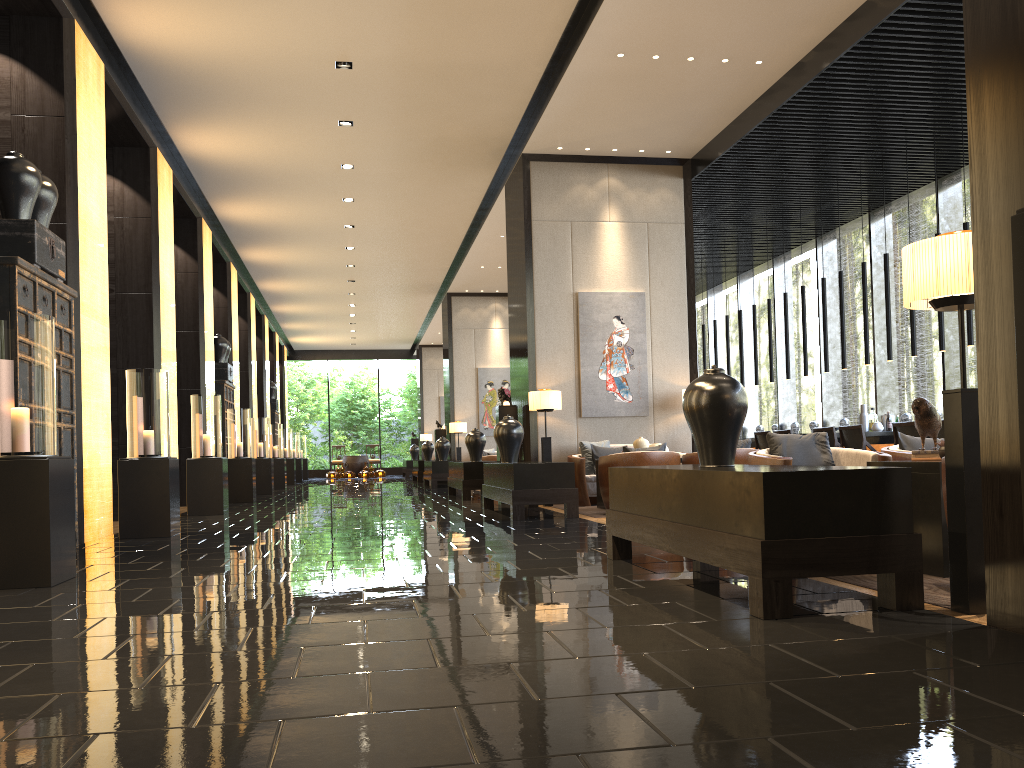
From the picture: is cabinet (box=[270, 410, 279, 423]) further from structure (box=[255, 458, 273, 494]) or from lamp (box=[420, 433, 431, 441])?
structure (box=[255, 458, 273, 494])

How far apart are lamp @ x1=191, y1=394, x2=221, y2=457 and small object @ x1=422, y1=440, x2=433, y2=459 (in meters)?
11.31

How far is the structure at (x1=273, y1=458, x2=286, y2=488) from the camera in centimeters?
1875cm

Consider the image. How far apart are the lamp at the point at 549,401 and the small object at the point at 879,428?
4.0 meters

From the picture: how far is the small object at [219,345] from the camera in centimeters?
1448cm

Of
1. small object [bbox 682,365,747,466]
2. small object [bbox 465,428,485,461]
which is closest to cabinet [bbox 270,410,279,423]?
small object [bbox 465,428,485,461]

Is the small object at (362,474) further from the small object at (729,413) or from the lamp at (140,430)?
the small object at (729,413)

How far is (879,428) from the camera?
10.8m

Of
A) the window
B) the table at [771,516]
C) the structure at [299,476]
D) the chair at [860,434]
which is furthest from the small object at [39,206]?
the structure at [299,476]

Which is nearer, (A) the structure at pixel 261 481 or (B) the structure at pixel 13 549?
(B) the structure at pixel 13 549
